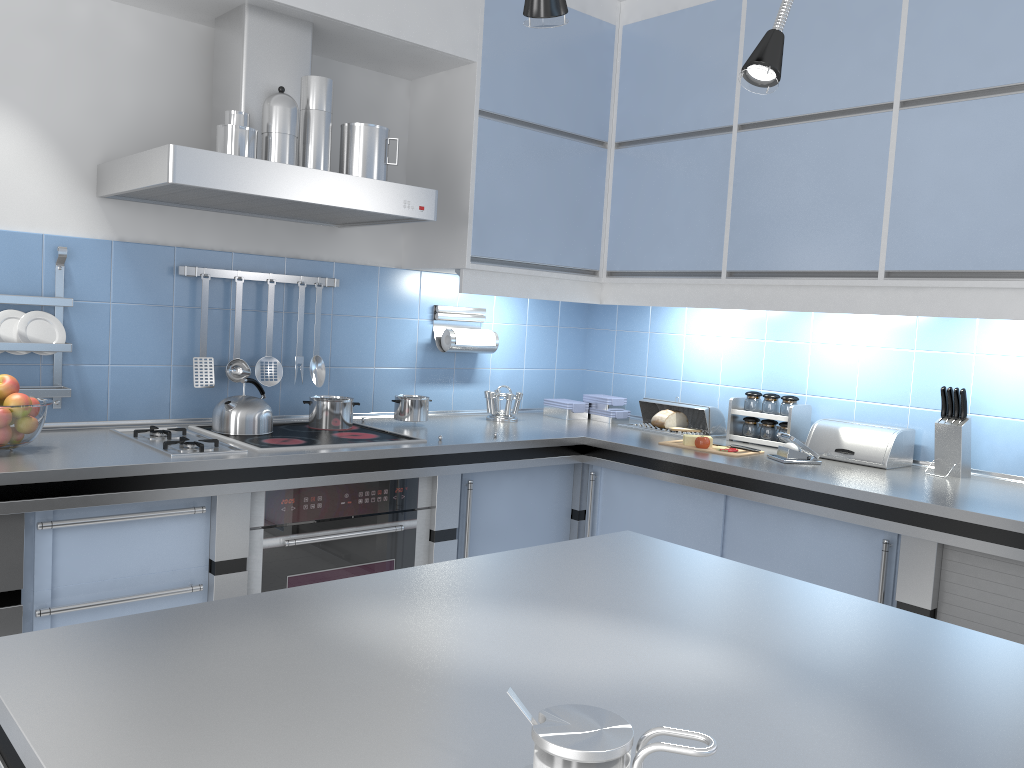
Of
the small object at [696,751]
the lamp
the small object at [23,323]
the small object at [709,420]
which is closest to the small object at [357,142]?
the small object at [23,323]

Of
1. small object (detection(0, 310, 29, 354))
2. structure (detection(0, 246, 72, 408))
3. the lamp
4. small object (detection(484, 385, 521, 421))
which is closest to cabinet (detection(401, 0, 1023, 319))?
small object (detection(484, 385, 521, 421))

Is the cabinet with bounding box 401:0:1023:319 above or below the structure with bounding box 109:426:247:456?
above

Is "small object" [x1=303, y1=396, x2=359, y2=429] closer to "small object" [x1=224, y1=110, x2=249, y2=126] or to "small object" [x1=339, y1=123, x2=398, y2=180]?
"small object" [x1=339, y1=123, x2=398, y2=180]

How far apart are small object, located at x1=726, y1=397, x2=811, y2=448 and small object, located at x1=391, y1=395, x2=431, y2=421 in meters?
1.2

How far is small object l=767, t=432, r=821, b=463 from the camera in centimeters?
298cm

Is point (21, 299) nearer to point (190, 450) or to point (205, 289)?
point (205, 289)

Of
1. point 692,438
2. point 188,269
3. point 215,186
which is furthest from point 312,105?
point 692,438

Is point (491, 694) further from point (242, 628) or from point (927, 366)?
point (927, 366)

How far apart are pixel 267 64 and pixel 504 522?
1.7m
